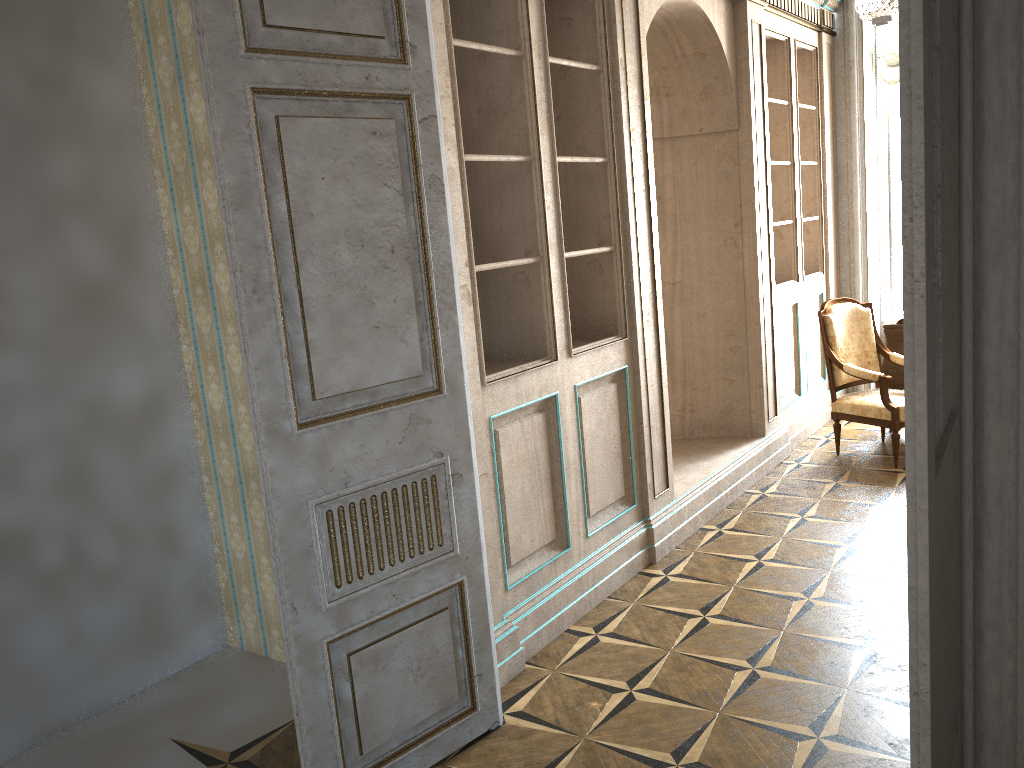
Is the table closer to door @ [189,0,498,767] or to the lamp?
the lamp

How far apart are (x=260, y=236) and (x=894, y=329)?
5.08m

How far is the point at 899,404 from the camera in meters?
5.5

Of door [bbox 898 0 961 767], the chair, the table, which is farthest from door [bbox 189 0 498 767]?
A: the table

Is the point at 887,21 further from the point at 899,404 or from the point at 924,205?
the point at 924,205

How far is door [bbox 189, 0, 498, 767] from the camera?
2.30m

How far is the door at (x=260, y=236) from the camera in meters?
2.3 m

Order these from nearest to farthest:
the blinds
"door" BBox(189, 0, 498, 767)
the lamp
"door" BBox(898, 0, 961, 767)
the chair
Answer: "door" BBox(898, 0, 961, 767) → "door" BBox(189, 0, 498, 767) → the lamp → the chair → the blinds

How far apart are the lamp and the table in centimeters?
201cm

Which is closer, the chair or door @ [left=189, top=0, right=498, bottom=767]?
door @ [left=189, top=0, right=498, bottom=767]
